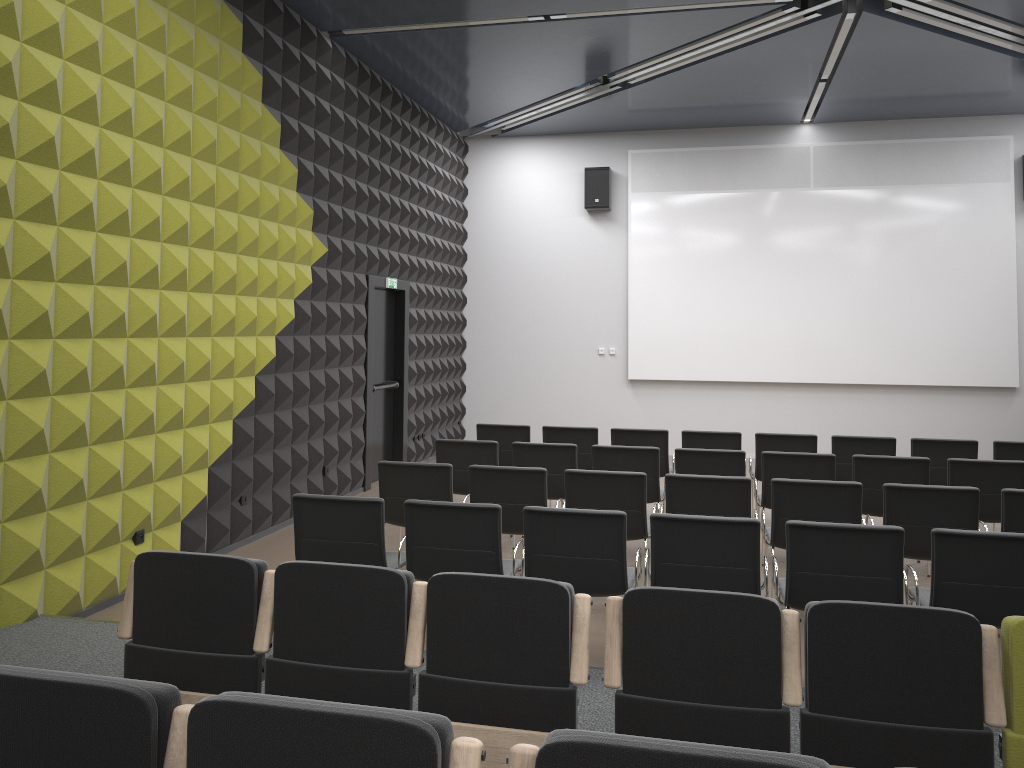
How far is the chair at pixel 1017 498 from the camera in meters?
5.4 m

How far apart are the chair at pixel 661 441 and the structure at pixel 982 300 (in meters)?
4.34

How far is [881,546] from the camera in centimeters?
439cm

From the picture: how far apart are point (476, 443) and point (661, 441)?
2.0 meters

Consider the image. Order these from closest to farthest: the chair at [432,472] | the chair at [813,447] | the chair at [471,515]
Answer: the chair at [471,515] → the chair at [432,472] → the chair at [813,447]

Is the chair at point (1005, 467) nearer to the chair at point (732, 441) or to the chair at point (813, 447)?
the chair at point (813, 447)

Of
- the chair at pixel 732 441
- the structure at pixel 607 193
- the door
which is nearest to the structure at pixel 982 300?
the structure at pixel 607 193

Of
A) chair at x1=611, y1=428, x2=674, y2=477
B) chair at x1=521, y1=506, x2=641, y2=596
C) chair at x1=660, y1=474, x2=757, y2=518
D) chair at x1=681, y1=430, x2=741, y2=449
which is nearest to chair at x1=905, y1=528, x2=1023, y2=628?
chair at x1=660, y1=474, x2=757, y2=518

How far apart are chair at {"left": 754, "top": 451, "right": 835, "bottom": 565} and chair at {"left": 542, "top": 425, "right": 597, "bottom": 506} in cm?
179

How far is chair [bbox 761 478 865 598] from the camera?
5.64m
